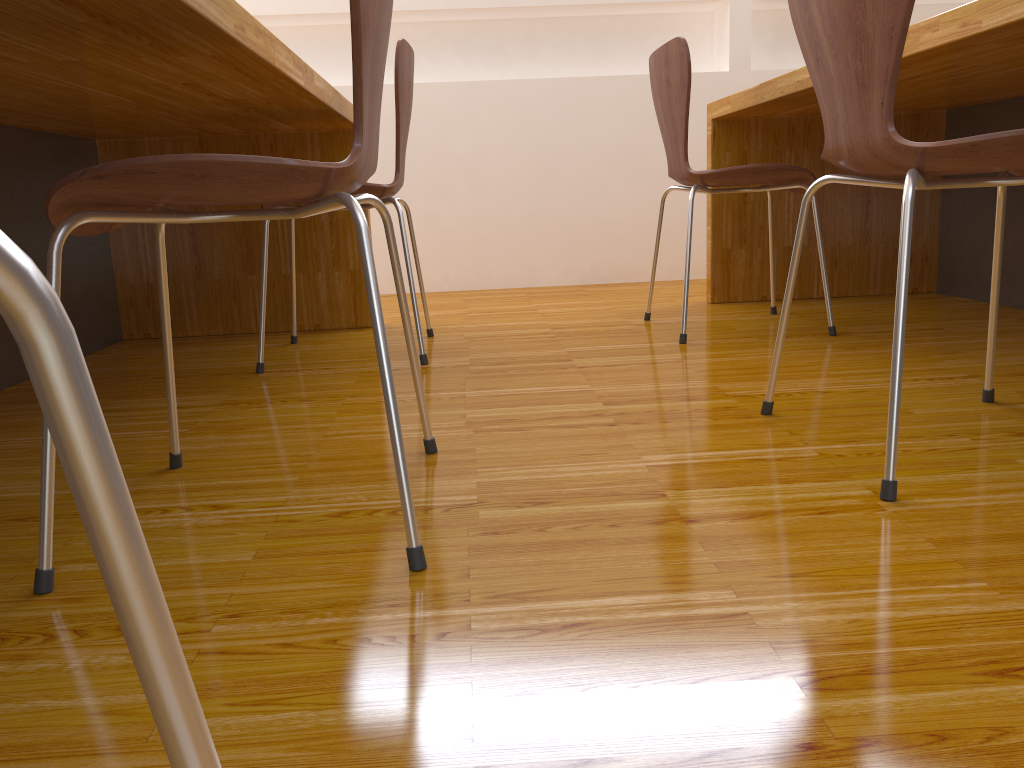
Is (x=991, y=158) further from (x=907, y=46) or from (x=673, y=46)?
(x=673, y=46)

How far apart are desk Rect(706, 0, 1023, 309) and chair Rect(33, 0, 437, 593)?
0.85m

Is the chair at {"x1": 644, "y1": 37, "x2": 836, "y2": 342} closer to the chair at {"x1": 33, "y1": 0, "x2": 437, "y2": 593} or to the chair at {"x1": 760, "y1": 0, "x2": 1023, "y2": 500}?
the chair at {"x1": 760, "y1": 0, "x2": 1023, "y2": 500}

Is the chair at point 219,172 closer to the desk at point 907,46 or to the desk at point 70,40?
the desk at point 70,40

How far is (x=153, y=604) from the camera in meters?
0.2 m

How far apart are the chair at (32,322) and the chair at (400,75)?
1.7 meters

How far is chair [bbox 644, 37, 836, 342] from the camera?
2.02m

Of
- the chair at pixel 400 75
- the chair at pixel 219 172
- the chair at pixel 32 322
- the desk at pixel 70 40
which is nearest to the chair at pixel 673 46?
the chair at pixel 400 75

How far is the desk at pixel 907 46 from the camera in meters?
1.5

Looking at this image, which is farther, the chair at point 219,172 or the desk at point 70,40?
the desk at point 70,40
